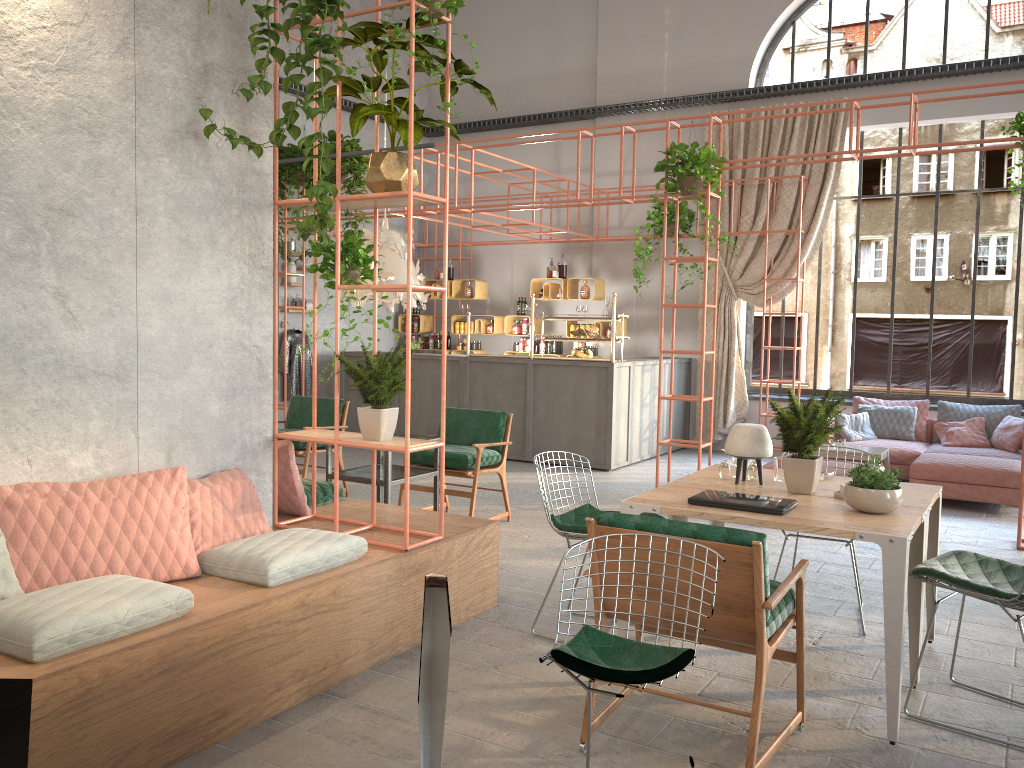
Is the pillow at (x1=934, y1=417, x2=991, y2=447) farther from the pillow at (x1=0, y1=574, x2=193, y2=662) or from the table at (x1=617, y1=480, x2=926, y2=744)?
the pillow at (x1=0, y1=574, x2=193, y2=662)

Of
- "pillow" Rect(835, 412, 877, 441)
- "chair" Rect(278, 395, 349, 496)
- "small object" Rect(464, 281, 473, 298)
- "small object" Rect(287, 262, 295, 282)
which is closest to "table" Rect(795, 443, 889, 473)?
"pillow" Rect(835, 412, 877, 441)

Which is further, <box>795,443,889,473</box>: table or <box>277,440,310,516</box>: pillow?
<box>795,443,889,473</box>: table

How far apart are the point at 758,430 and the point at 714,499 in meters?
0.7 m

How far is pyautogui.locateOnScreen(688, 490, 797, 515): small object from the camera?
3.8m

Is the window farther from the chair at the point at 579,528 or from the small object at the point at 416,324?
the chair at the point at 579,528

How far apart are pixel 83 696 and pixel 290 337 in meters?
A: 9.0 m

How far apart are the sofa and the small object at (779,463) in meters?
4.5

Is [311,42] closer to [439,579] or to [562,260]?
[439,579]

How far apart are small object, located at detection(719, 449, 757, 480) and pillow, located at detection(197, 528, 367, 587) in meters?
1.9
